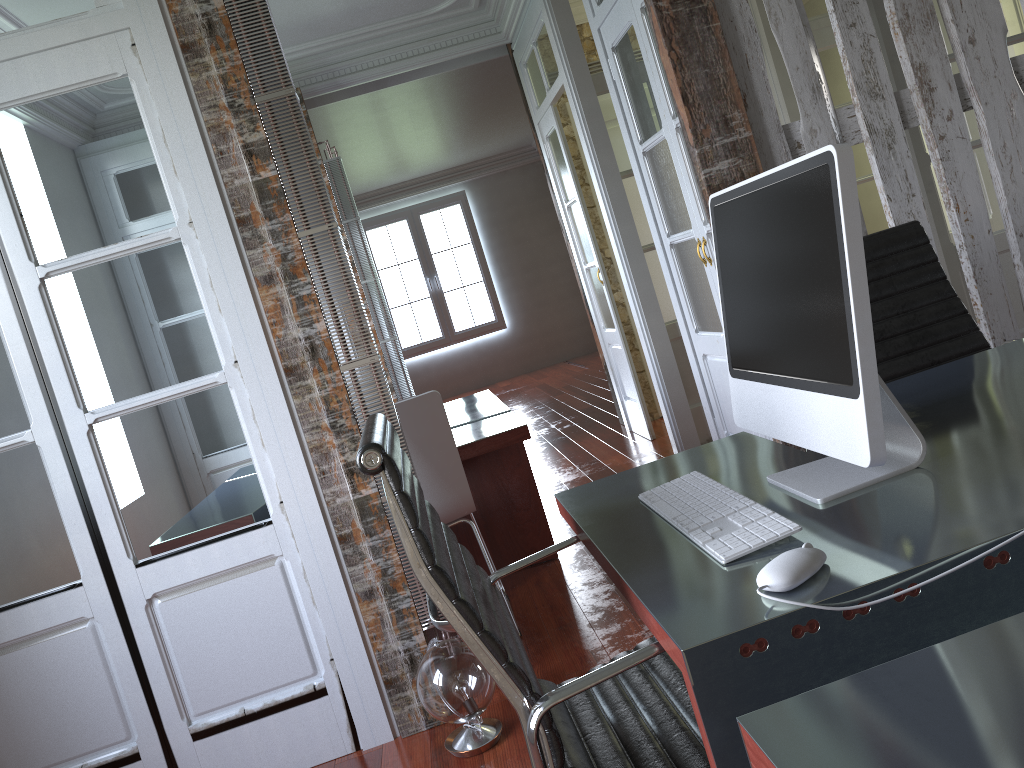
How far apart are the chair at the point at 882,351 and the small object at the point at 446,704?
1.3m

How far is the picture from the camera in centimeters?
1195cm

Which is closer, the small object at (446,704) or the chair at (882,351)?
the chair at (882,351)

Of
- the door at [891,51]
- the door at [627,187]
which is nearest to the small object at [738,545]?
the door at [891,51]

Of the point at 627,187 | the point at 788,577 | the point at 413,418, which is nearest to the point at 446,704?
the point at 413,418

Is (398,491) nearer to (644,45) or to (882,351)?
(882,351)

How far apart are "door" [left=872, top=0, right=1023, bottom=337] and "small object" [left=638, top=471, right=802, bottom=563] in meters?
3.3

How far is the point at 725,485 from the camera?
1.5 meters

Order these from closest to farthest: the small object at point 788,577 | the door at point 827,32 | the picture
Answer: the small object at point 788,577 → the door at point 827,32 → the picture

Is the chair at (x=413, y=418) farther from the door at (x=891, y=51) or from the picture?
the picture
